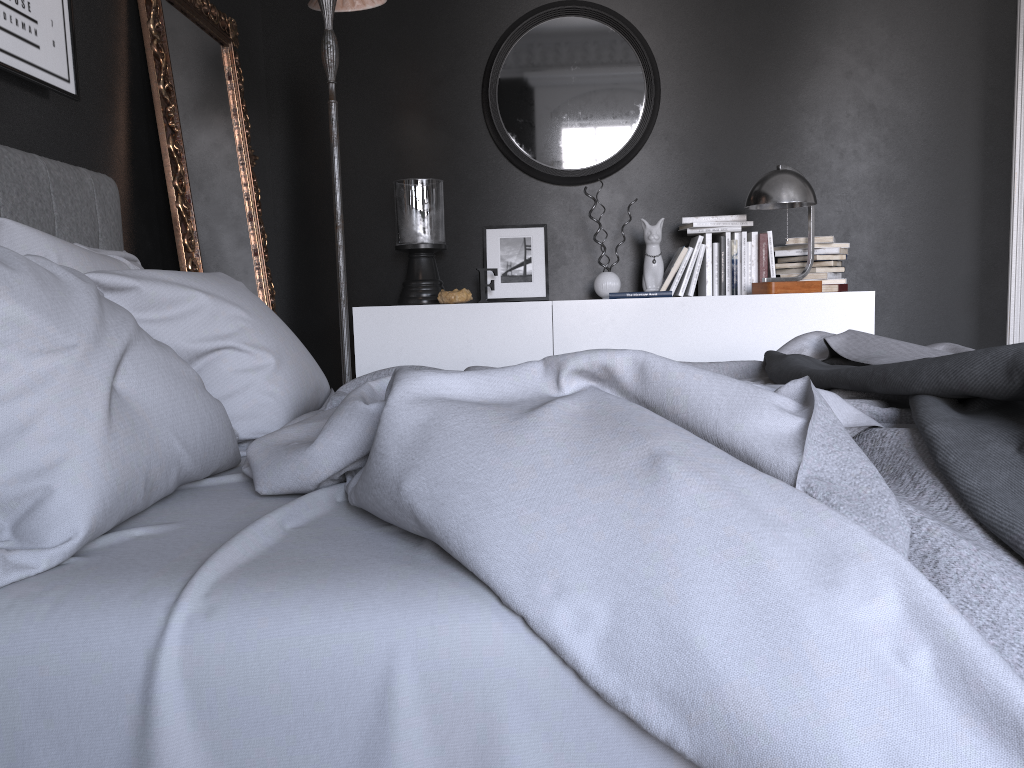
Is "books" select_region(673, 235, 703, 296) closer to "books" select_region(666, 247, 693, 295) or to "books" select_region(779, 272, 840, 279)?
"books" select_region(666, 247, 693, 295)

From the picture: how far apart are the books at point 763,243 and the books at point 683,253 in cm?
38

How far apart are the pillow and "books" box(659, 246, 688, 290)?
2.41m

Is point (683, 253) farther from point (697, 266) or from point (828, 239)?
point (828, 239)

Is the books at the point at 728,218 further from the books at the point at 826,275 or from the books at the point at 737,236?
the books at the point at 826,275

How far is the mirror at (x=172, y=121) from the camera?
3.2 meters

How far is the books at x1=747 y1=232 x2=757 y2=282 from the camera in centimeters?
436cm

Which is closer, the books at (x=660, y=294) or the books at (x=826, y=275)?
the books at (x=660, y=294)

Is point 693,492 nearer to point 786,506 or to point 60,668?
point 786,506

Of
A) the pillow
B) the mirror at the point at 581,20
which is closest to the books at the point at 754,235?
the mirror at the point at 581,20
